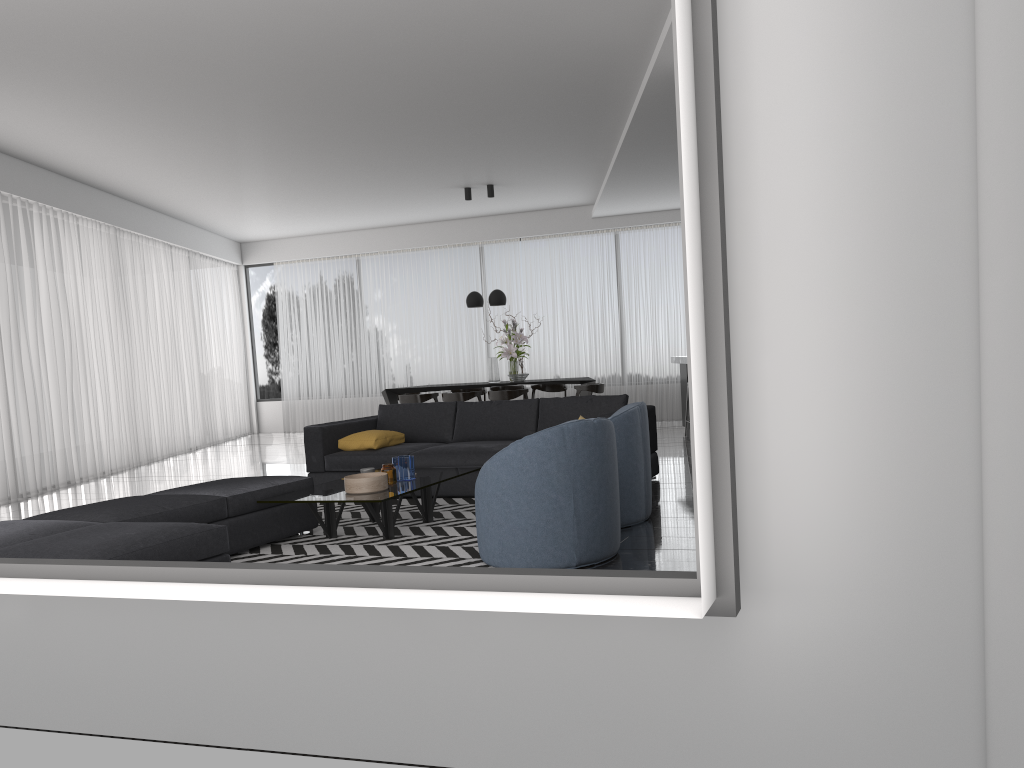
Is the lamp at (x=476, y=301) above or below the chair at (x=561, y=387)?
above

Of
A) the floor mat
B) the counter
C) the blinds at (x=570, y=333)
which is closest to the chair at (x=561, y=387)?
the blinds at (x=570, y=333)

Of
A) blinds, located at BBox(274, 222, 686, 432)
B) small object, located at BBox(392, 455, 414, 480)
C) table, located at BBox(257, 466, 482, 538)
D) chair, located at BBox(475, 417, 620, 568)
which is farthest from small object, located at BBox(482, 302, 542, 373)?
chair, located at BBox(475, 417, 620, 568)

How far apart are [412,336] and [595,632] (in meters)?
12.23

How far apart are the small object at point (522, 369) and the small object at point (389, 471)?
5.91m

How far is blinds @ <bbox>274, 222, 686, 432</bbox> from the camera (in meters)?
13.06

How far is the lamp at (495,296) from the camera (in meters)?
11.04

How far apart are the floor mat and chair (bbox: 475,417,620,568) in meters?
0.1 m

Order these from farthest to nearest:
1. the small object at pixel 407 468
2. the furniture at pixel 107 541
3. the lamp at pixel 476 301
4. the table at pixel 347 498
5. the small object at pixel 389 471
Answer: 1. the lamp at pixel 476 301
2. the small object at pixel 407 468
3. the small object at pixel 389 471
4. the table at pixel 347 498
5. the furniture at pixel 107 541

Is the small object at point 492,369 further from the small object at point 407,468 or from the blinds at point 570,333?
the small object at point 407,468
